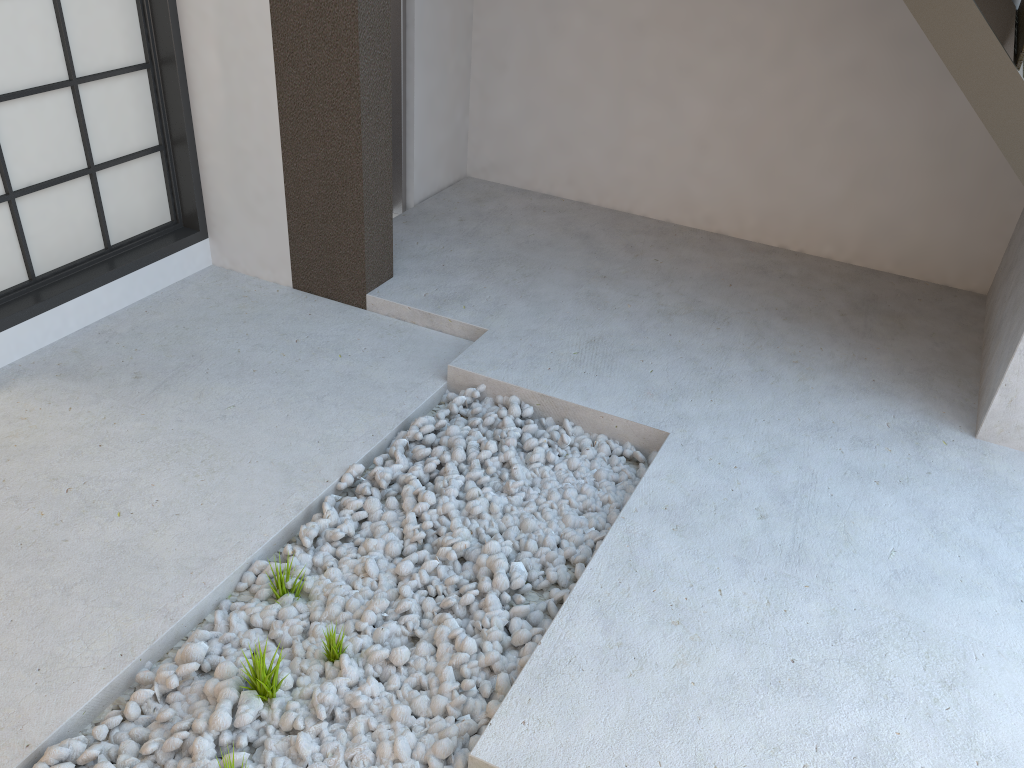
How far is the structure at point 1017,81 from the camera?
2.1 meters

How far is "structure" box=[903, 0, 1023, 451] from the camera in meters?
2.1

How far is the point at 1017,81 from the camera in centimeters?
212cm
